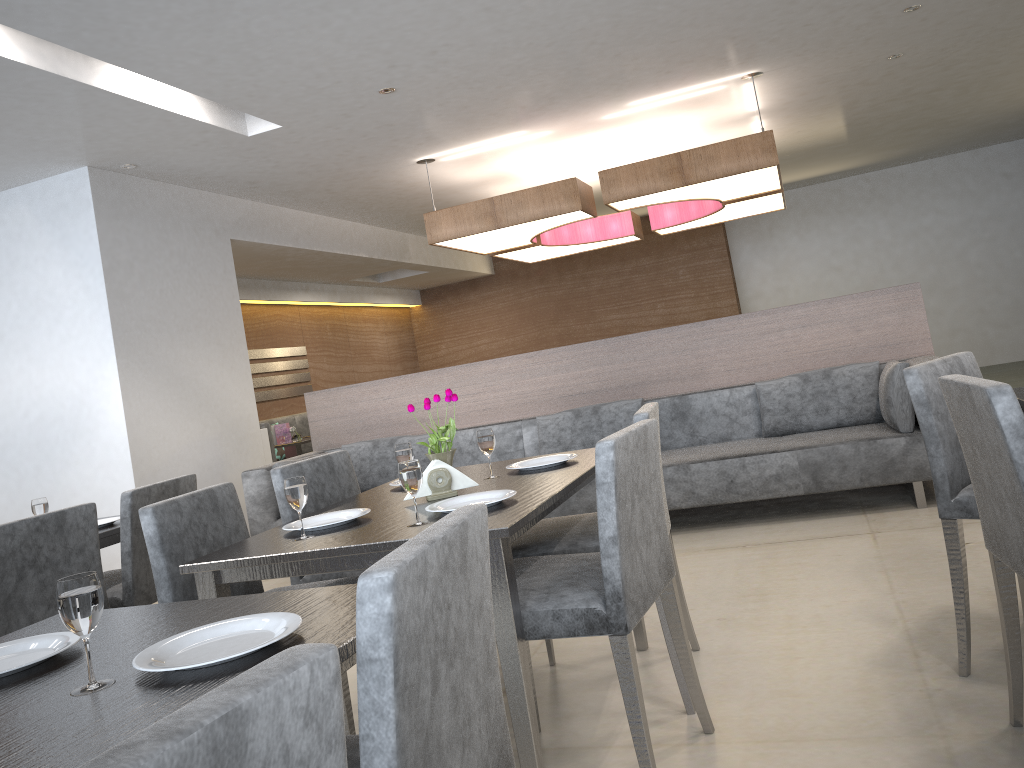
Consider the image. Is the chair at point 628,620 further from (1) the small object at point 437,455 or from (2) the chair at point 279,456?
(2) the chair at point 279,456

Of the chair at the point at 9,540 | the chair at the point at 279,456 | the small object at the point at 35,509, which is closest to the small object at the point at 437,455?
the chair at the point at 9,540

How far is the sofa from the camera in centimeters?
400cm

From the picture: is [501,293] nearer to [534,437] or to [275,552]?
[534,437]

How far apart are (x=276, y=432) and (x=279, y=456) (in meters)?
0.98

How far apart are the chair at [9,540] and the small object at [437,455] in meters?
1.1 m

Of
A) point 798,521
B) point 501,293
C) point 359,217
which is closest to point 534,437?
point 798,521

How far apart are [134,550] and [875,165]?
9.46m

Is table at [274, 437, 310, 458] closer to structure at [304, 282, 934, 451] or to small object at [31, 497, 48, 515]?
structure at [304, 282, 934, 451]

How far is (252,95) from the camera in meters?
4.3 m
